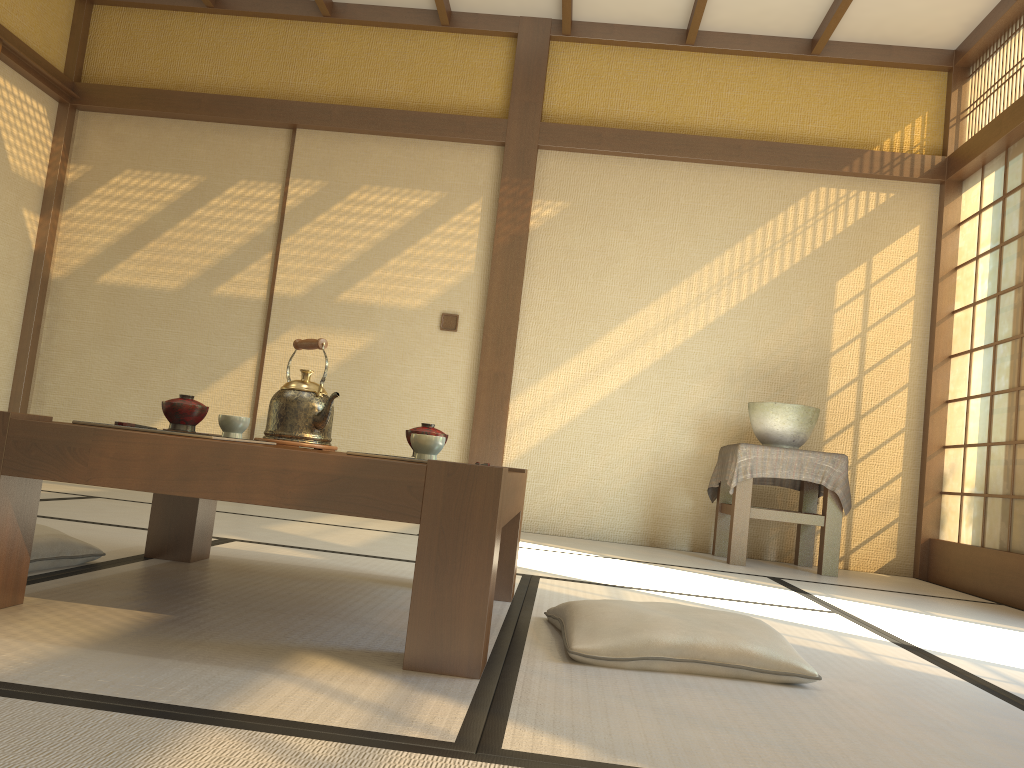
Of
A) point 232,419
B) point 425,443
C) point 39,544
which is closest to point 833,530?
point 425,443

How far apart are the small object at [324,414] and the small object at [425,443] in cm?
50

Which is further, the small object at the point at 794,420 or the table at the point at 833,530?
the small object at the point at 794,420

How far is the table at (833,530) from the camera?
4.28m

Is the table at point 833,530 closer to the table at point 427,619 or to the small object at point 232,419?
the table at point 427,619

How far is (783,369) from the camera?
5.0m

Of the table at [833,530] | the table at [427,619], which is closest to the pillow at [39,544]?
the table at [427,619]

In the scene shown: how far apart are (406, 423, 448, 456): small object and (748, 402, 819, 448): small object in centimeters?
283cm

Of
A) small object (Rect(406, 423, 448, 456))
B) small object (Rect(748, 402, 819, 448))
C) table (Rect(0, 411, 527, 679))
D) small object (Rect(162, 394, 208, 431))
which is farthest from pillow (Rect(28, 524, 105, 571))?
small object (Rect(748, 402, 819, 448))

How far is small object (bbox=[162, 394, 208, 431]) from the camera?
1.9m
